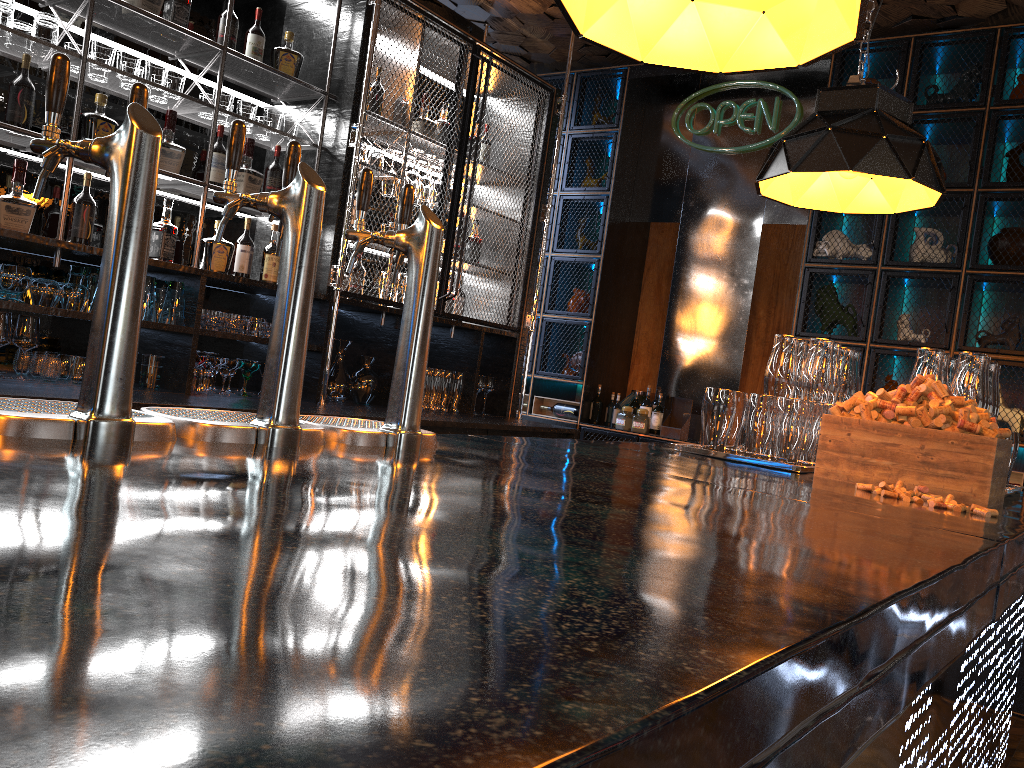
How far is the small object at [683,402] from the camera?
5.65m

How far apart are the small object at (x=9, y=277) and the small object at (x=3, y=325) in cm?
6

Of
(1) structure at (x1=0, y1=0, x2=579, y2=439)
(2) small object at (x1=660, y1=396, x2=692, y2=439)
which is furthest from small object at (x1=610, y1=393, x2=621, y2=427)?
(1) structure at (x1=0, y1=0, x2=579, y2=439)

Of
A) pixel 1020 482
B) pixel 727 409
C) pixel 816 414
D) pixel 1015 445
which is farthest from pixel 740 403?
pixel 1020 482

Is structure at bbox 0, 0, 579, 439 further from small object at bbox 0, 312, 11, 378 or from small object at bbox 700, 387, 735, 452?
small object at bbox 700, 387, 735, 452

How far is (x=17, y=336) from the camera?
3.1 meters

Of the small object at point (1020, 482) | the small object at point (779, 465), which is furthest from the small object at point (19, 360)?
the small object at point (1020, 482)

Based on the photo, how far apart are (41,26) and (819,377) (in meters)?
2.97

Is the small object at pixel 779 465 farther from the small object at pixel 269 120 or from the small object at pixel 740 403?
the small object at pixel 269 120

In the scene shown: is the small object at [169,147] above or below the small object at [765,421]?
above
